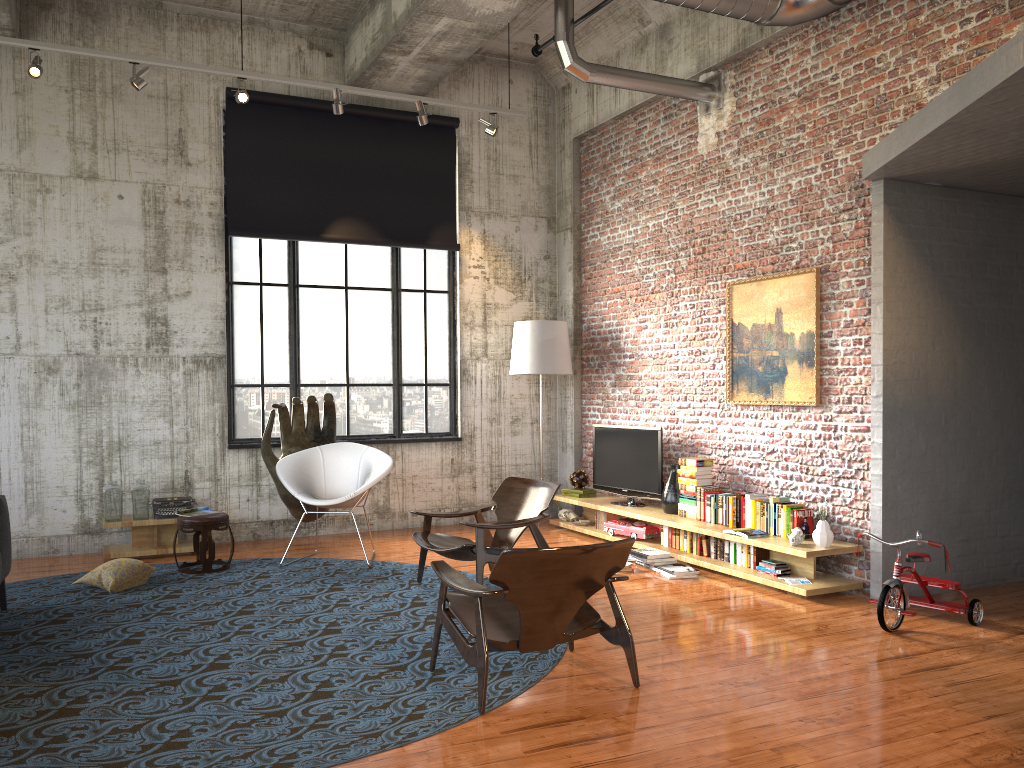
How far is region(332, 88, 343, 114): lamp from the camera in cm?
822

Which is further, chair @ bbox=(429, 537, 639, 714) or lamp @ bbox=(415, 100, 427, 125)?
lamp @ bbox=(415, 100, 427, 125)

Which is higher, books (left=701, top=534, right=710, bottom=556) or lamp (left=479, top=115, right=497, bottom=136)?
lamp (left=479, top=115, right=497, bottom=136)

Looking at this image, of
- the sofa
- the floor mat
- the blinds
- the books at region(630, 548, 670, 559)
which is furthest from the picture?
the sofa

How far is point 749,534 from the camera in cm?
681

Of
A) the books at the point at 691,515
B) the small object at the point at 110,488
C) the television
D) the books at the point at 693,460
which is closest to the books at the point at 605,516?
the television

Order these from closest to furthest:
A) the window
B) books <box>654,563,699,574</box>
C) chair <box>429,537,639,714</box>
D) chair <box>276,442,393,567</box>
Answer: chair <box>429,537,639,714</box>, books <box>654,563,699,574</box>, chair <box>276,442,393,567</box>, the window

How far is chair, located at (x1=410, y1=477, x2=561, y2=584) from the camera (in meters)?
6.29

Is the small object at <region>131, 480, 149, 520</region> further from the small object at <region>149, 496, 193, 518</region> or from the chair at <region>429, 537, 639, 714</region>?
the chair at <region>429, 537, 639, 714</region>

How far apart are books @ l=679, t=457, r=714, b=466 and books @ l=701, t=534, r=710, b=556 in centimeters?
68cm
